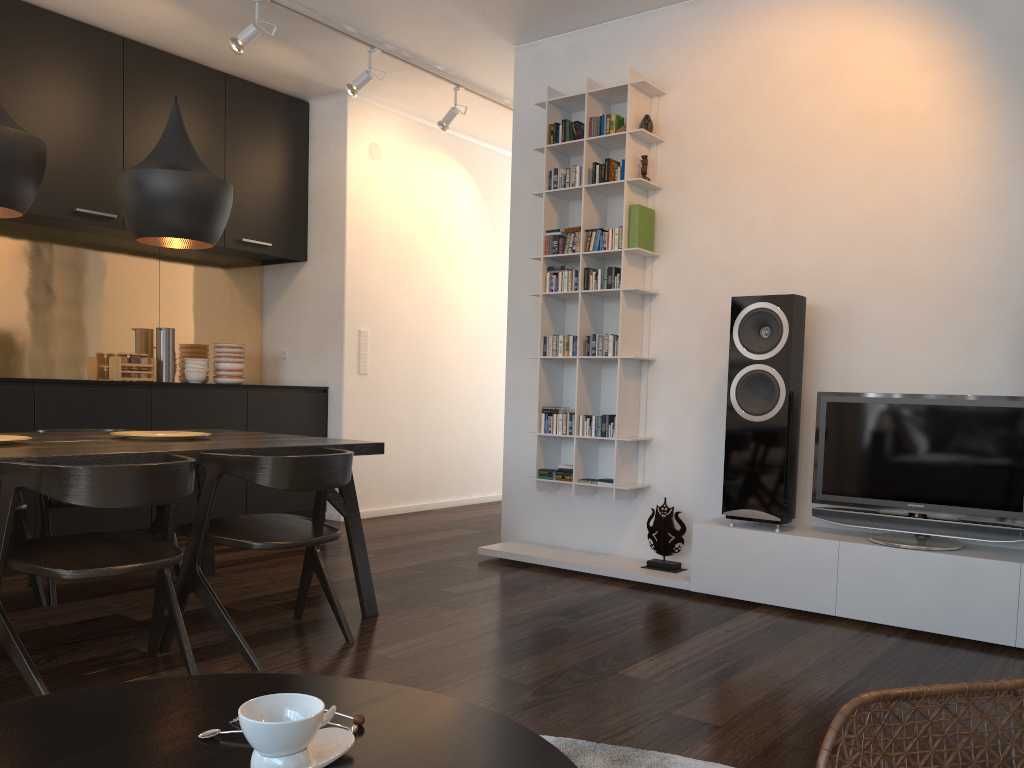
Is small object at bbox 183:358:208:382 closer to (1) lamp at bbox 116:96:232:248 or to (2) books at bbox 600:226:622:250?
(1) lamp at bbox 116:96:232:248

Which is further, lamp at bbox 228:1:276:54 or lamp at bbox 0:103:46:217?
lamp at bbox 228:1:276:54

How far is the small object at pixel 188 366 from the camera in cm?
564

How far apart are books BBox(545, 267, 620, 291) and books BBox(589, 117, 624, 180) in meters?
0.5 m

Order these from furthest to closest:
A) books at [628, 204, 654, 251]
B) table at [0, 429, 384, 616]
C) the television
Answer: books at [628, 204, 654, 251] → the television → table at [0, 429, 384, 616]

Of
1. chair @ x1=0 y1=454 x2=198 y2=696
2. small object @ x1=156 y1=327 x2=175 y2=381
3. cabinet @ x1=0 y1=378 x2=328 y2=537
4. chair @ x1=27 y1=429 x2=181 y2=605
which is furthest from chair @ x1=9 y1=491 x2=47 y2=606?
small object @ x1=156 y1=327 x2=175 y2=381

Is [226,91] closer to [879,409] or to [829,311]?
[829,311]

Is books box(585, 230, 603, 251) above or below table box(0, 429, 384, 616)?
above

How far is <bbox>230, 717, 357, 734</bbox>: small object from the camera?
1.04m

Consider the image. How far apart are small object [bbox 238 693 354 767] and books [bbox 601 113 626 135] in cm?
382
